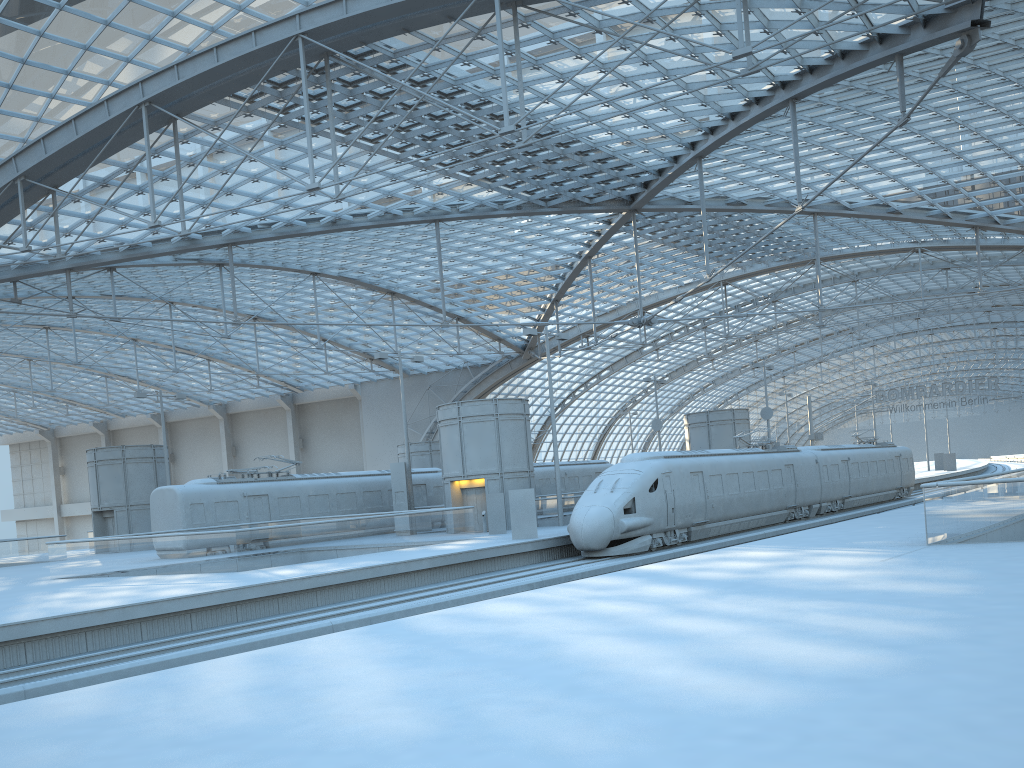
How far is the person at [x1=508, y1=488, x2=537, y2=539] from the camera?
28.93m

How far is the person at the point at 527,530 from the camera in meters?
28.9 m

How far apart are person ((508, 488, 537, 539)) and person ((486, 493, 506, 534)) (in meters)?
4.29

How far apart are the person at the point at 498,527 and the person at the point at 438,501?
9.1m

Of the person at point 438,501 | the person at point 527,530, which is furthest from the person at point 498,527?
the person at point 438,501

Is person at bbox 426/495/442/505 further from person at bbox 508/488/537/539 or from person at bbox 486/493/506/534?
person at bbox 508/488/537/539

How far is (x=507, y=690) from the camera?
7.4m

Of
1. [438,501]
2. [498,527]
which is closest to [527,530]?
[498,527]

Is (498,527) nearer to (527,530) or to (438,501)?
(527,530)

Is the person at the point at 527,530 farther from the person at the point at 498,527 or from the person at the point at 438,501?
the person at the point at 438,501
